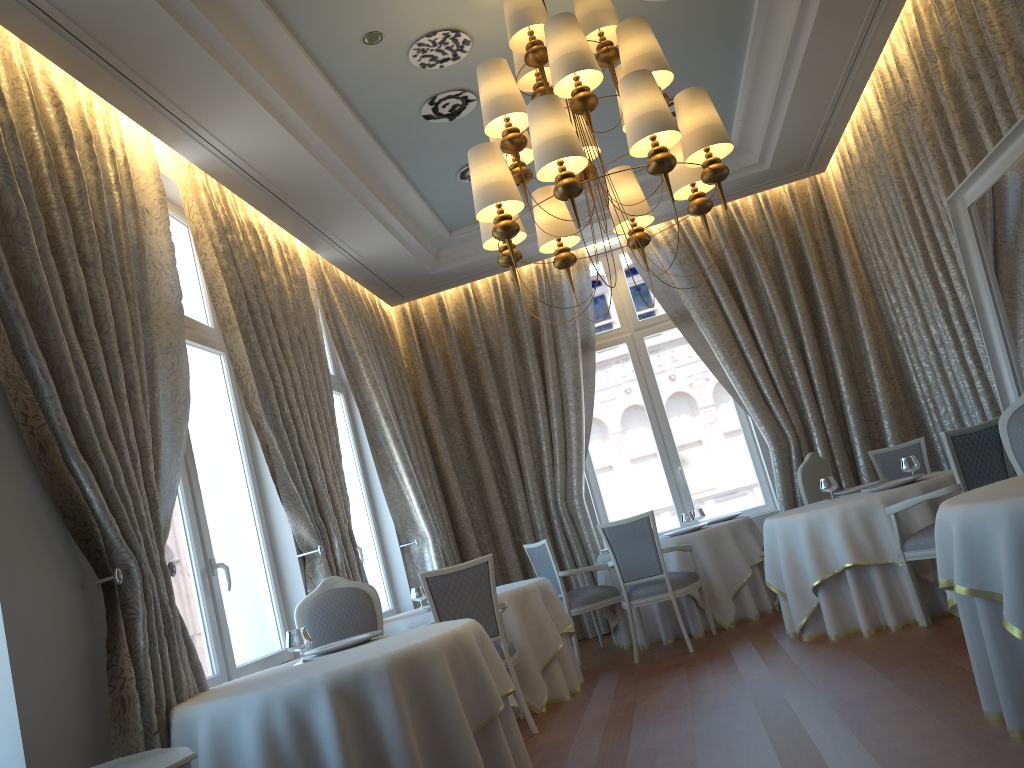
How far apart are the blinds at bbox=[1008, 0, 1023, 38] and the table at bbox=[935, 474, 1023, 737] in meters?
3.0

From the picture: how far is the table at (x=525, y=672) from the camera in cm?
604

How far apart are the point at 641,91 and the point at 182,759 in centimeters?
335cm

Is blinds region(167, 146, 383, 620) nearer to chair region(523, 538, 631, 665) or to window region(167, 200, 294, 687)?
window region(167, 200, 294, 687)

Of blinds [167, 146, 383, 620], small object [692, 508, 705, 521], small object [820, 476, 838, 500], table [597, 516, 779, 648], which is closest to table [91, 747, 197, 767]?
blinds [167, 146, 383, 620]

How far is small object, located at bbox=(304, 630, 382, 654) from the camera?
4.4m

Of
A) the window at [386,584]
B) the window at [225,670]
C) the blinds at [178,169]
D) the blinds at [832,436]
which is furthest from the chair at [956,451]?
the window at [386,584]

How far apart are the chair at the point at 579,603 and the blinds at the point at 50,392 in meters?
3.7 m

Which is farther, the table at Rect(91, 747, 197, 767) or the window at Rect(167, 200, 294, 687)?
the window at Rect(167, 200, 294, 687)

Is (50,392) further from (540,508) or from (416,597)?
(540,508)
